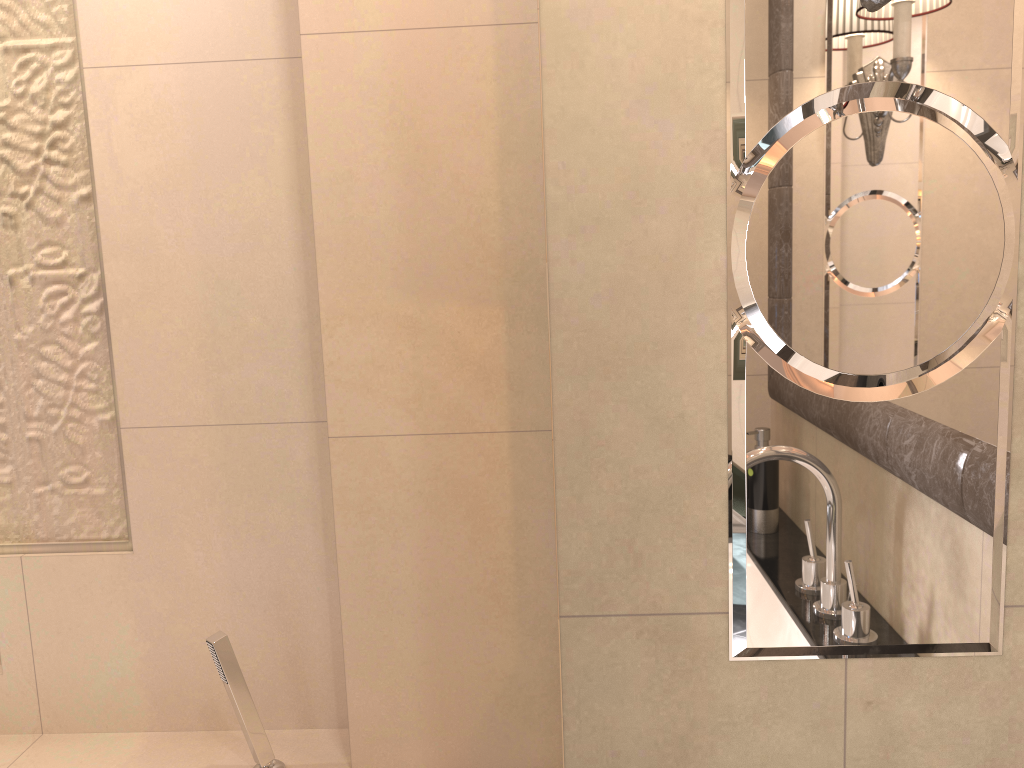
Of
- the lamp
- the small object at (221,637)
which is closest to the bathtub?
the small object at (221,637)

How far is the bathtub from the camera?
1.61m

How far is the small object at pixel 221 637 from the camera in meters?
1.5

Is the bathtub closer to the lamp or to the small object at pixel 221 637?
the small object at pixel 221 637

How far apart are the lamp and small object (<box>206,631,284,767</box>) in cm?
A: 132

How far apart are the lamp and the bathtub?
1.5 meters

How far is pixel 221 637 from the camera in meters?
1.5

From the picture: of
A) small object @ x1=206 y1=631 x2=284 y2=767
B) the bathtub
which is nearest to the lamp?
small object @ x1=206 y1=631 x2=284 y2=767

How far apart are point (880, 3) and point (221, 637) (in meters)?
1.32

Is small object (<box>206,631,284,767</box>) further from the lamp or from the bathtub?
the lamp
